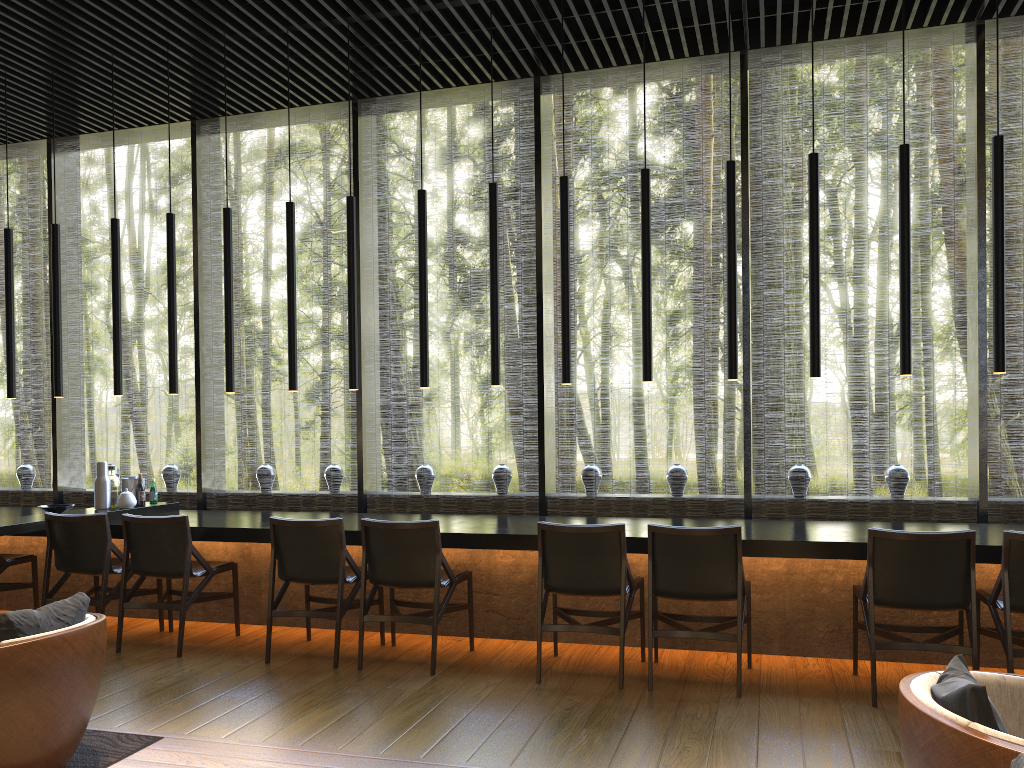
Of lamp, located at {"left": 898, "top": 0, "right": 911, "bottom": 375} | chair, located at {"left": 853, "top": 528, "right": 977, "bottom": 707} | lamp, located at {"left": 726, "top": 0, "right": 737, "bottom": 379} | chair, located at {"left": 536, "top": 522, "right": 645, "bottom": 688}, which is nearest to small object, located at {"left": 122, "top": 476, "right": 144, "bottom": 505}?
chair, located at {"left": 536, "top": 522, "right": 645, "bottom": 688}

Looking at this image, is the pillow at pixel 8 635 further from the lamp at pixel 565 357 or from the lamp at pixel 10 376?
the lamp at pixel 10 376

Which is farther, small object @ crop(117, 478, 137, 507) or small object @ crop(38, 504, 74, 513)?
small object @ crop(117, 478, 137, 507)

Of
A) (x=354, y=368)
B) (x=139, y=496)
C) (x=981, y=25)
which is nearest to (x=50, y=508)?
(x=139, y=496)

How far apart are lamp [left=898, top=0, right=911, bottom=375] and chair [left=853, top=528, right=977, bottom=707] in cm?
112

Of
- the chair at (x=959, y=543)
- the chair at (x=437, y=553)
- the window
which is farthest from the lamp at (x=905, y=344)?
the chair at (x=437, y=553)

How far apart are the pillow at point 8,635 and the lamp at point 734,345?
3.5 meters

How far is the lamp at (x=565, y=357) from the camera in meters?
5.4 m

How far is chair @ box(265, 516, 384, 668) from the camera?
4.92m

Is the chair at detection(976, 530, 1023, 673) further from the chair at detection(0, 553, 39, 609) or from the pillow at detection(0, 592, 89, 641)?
the chair at detection(0, 553, 39, 609)
